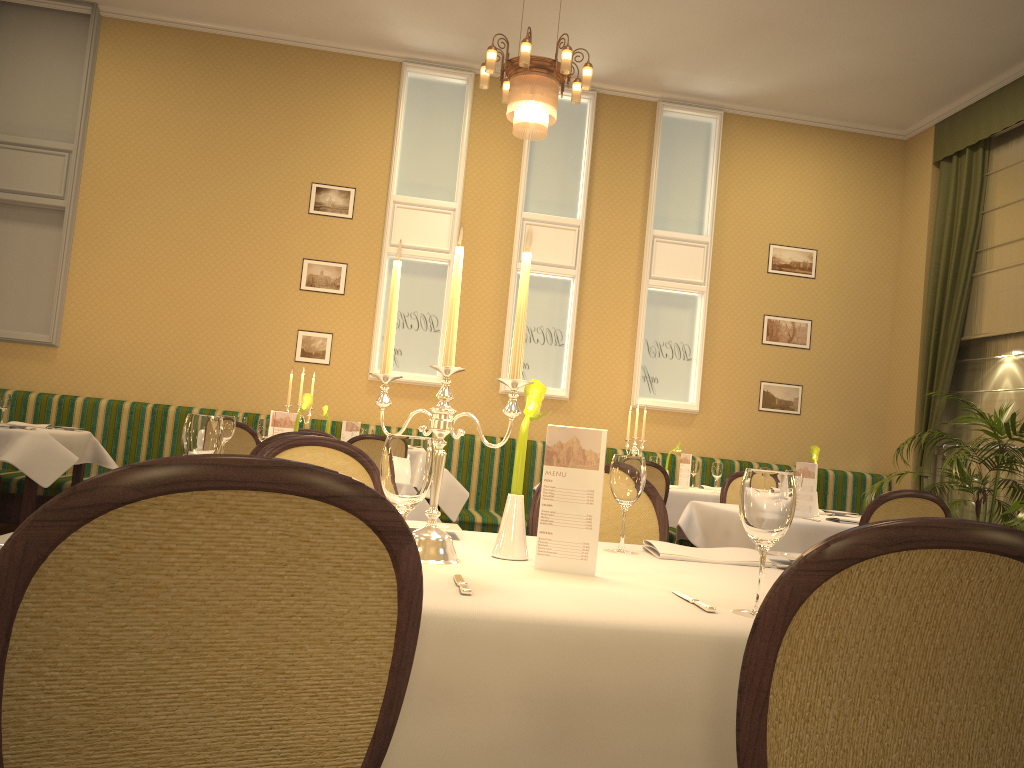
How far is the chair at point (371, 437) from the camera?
5.88m

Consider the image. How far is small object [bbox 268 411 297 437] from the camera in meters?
4.4 m

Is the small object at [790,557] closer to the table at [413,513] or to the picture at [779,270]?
the table at [413,513]

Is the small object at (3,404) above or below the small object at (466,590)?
above

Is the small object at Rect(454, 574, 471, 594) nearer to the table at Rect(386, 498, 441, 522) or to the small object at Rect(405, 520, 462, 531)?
the small object at Rect(405, 520, 462, 531)

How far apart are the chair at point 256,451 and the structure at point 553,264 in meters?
4.8

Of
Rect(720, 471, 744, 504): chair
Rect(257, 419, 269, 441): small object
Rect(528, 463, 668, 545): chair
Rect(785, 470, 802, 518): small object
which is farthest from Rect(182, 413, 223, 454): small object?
Rect(720, 471, 744, 504): chair

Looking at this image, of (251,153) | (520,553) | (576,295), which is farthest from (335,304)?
(520,553)

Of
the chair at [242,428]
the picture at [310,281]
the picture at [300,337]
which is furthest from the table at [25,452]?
the picture at [310,281]

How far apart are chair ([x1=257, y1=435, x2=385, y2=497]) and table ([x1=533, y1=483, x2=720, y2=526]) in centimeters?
417cm
